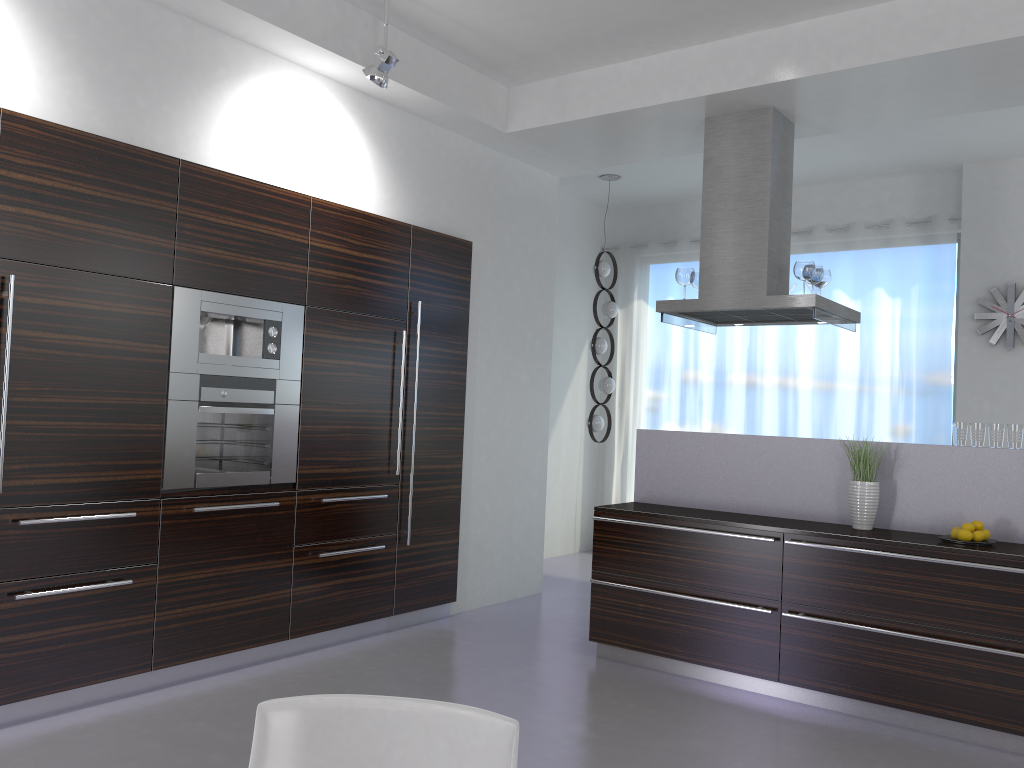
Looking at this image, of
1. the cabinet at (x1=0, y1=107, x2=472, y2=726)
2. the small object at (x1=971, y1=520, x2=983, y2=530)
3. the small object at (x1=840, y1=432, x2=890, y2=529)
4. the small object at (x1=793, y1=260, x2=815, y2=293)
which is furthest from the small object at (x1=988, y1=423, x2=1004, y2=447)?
the cabinet at (x1=0, y1=107, x2=472, y2=726)

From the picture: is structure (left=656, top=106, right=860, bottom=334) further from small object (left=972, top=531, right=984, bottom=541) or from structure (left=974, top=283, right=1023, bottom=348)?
structure (left=974, top=283, right=1023, bottom=348)

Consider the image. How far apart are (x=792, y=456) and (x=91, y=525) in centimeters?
354cm

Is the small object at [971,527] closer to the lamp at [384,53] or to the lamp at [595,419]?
the lamp at [384,53]

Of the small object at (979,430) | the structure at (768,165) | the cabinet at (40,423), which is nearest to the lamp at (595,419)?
the structure at (768,165)

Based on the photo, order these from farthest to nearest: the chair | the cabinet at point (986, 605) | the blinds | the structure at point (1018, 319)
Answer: the blinds, the structure at point (1018, 319), the cabinet at point (986, 605), the chair

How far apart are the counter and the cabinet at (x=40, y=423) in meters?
1.2

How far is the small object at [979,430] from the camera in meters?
4.4

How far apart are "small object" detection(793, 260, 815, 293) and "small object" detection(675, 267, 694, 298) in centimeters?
65cm

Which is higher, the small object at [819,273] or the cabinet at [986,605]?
the small object at [819,273]
